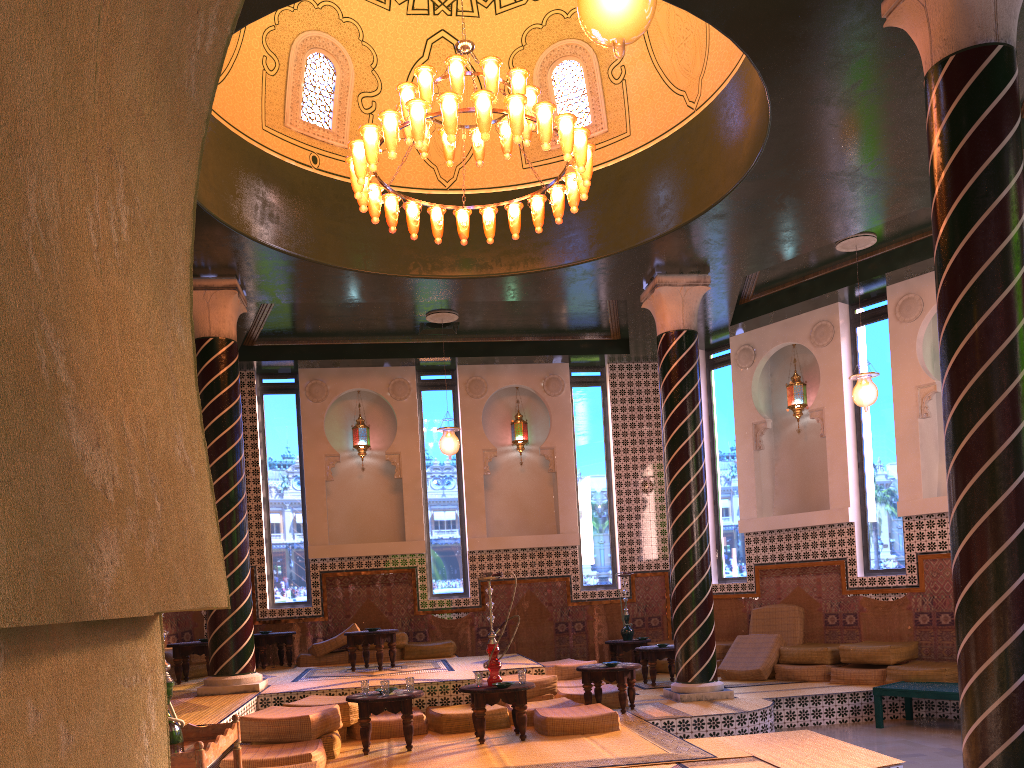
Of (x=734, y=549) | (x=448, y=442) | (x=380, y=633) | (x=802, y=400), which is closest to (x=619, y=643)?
(x=734, y=549)

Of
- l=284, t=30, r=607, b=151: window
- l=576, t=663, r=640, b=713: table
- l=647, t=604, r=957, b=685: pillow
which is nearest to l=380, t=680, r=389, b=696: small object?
l=576, t=663, r=640, b=713: table

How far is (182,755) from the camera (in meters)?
4.49

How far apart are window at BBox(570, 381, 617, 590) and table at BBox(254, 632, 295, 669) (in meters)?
5.31

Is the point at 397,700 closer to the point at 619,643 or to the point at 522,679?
the point at 522,679

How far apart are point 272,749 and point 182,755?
3.65m

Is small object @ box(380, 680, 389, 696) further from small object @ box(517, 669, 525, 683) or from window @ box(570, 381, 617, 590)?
window @ box(570, 381, 617, 590)

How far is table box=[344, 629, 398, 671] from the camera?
12.52m

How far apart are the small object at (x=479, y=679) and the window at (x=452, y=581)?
6.7 meters

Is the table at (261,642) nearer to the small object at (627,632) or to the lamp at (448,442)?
the lamp at (448,442)
